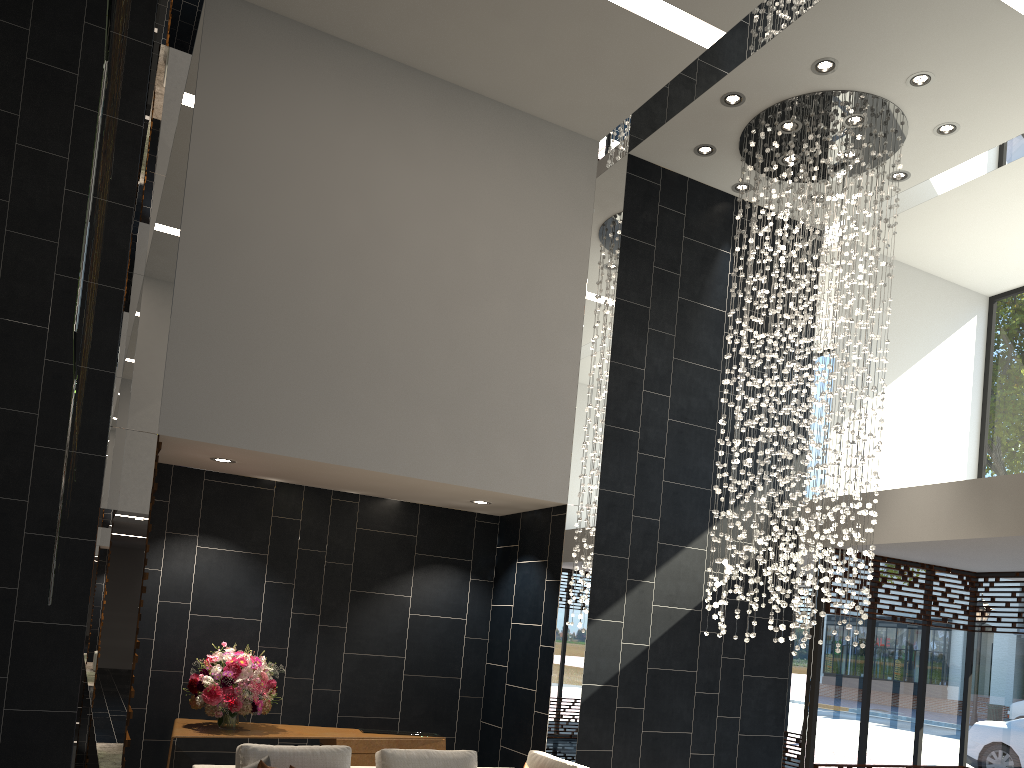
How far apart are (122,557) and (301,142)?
3.3 meters

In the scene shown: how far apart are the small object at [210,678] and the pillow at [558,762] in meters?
2.0

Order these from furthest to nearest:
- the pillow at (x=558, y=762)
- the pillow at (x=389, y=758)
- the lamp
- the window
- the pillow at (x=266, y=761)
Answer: the window, the lamp, the pillow at (x=558, y=762), the pillow at (x=389, y=758), the pillow at (x=266, y=761)

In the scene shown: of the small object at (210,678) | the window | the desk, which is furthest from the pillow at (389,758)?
the window

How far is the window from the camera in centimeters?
832cm

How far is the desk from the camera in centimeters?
613cm

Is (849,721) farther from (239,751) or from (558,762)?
(239,751)

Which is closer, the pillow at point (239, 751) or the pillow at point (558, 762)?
the pillow at point (239, 751)

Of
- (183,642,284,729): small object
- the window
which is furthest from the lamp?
(183,642,284,729): small object

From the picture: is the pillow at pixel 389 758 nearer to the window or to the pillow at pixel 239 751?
the pillow at pixel 239 751
